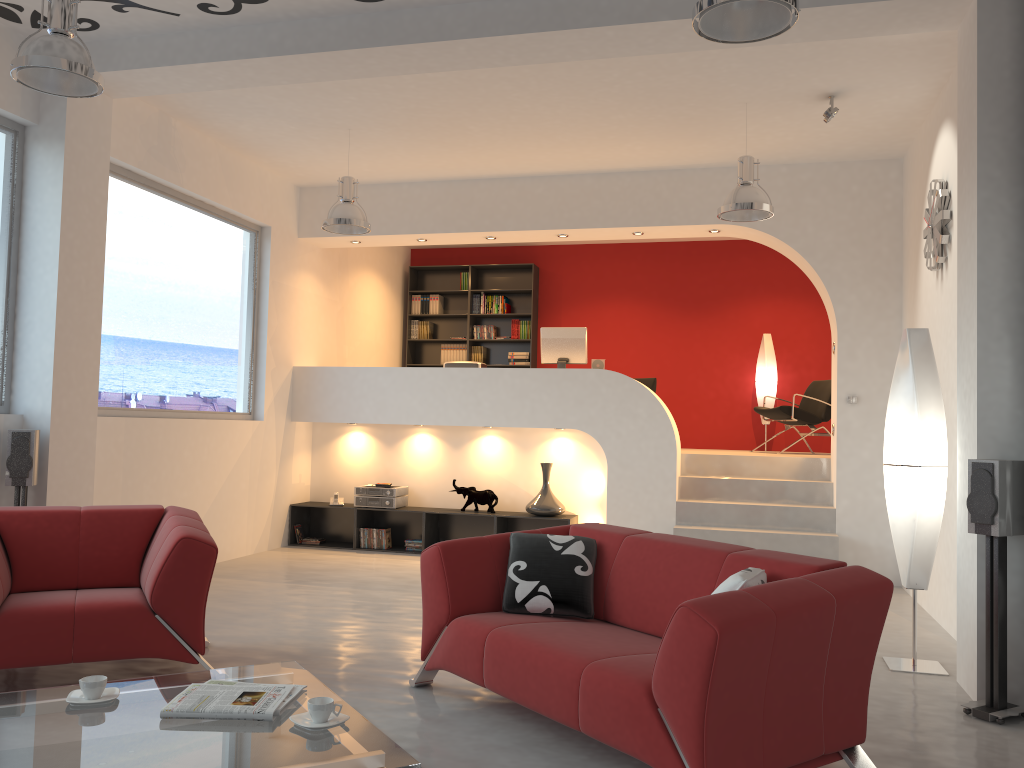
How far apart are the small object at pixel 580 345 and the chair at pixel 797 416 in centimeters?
213cm

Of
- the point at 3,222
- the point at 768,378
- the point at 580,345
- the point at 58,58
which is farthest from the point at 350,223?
the point at 768,378

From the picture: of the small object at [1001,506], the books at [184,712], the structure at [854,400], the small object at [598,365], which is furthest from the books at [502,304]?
the books at [184,712]

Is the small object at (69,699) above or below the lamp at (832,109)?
below

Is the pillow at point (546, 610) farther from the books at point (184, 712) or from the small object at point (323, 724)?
the small object at point (323, 724)

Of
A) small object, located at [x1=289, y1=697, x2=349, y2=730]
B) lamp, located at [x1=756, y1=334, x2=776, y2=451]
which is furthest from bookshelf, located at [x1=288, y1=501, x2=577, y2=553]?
small object, located at [x1=289, y1=697, x2=349, y2=730]

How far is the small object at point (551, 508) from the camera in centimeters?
799cm

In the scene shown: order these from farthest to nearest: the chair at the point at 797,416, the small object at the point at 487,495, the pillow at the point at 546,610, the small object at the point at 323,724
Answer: the chair at the point at 797,416
the small object at the point at 487,495
the pillow at the point at 546,610
the small object at the point at 323,724

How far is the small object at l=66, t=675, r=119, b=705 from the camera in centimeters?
278cm

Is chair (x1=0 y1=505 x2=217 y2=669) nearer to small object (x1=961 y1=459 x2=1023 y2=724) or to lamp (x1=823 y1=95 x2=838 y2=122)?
small object (x1=961 y1=459 x2=1023 y2=724)
